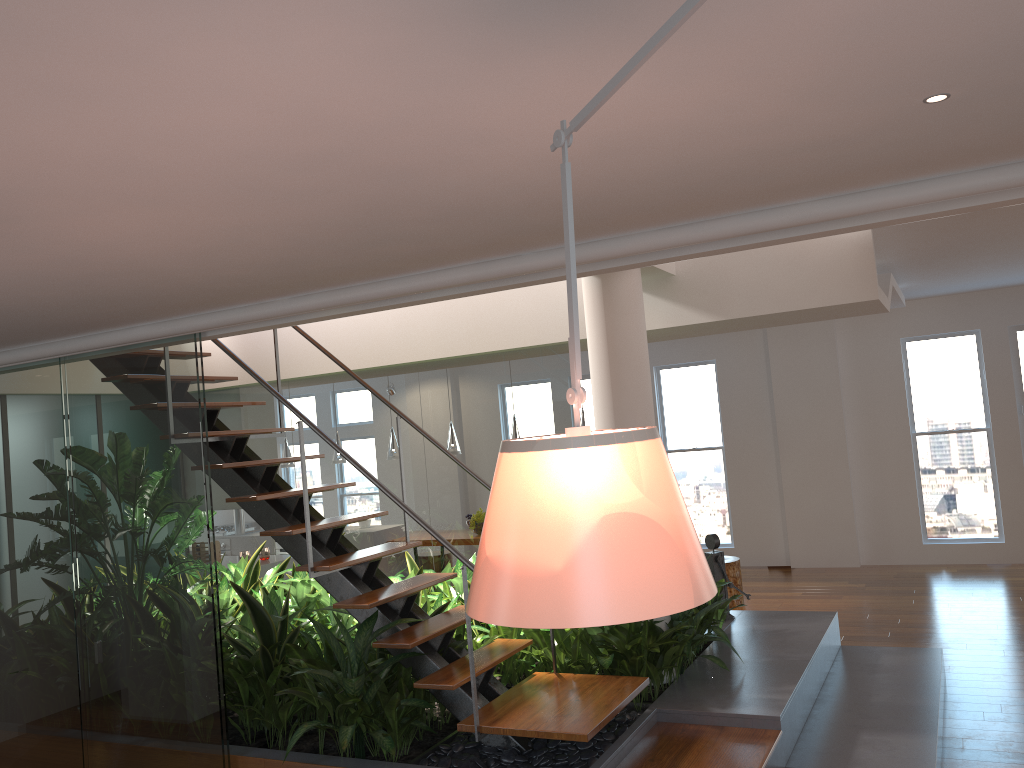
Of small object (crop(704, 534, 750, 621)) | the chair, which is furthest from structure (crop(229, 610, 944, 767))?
the chair

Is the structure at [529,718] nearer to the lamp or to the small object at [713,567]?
the small object at [713,567]

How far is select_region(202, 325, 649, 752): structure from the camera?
3.7 meters

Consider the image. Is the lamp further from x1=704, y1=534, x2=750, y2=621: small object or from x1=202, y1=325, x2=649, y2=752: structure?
x1=202, y1=325, x2=649, y2=752: structure

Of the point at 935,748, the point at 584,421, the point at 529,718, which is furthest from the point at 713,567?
the point at 584,421

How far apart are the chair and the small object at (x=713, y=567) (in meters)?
2.09

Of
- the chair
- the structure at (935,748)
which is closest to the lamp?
the chair

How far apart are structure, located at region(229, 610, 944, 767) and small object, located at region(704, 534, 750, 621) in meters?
0.1

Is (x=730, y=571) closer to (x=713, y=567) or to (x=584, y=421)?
(x=584, y=421)

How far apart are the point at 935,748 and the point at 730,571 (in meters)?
3.89
